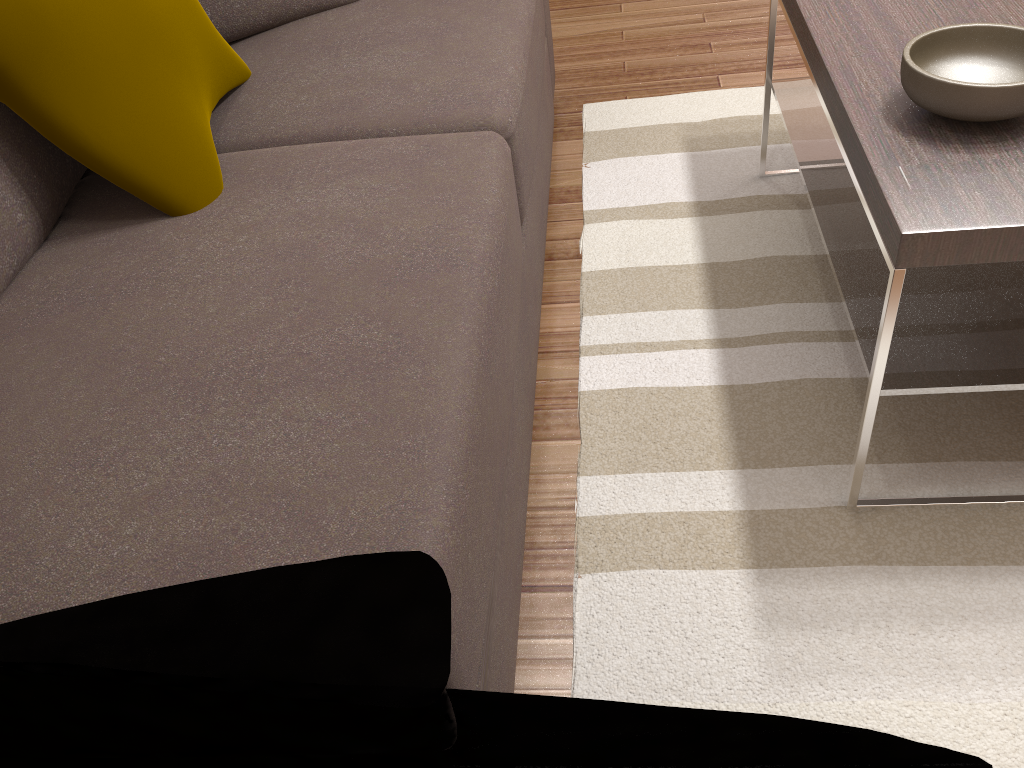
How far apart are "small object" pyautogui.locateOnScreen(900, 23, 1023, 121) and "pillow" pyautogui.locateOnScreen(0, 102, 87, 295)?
1.32m

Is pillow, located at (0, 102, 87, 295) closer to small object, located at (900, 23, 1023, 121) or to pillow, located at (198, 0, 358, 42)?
pillow, located at (198, 0, 358, 42)

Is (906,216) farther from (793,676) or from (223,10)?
(223,10)

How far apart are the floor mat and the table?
0.0m

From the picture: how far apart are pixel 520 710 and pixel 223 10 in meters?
1.5 m

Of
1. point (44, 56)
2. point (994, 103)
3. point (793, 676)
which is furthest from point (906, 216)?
point (44, 56)

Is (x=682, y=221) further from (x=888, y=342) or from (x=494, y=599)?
(x=494, y=599)

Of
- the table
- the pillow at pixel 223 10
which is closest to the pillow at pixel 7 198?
the pillow at pixel 223 10

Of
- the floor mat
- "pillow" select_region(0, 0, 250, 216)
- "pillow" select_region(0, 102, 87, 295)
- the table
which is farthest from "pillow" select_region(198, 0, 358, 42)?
the table

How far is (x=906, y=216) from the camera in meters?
1.2 m
